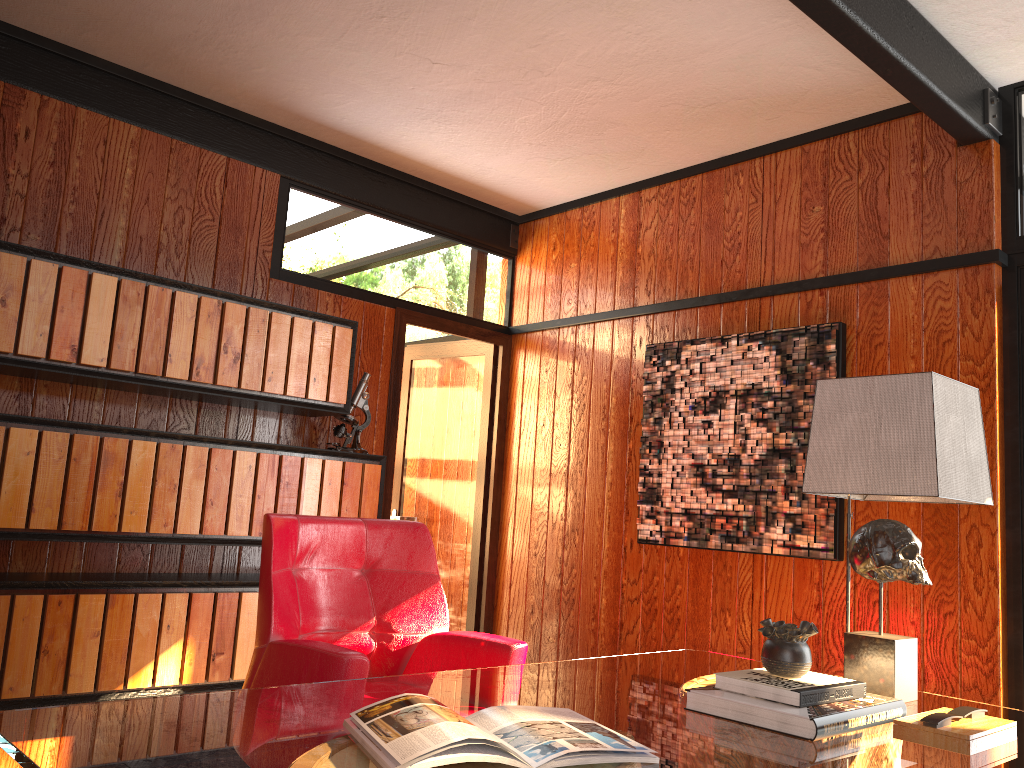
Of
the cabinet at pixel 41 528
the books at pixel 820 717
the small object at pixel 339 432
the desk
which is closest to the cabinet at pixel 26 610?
the cabinet at pixel 41 528

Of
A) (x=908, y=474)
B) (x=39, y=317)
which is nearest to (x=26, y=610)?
(x=39, y=317)

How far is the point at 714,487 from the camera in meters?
3.6

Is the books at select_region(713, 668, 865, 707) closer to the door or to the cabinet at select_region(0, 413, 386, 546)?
the cabinet at select_region(0, 413, 386, 546)

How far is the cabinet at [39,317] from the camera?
2.8 meters

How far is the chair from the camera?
2.2m

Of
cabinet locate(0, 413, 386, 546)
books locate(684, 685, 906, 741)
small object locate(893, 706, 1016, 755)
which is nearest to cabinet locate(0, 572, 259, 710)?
cabinet locate(0, 413, 386, 546)

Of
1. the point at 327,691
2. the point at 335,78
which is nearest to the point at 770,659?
the point at 327,691

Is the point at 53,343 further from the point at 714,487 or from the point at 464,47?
the point at 714,487

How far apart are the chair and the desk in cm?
18
